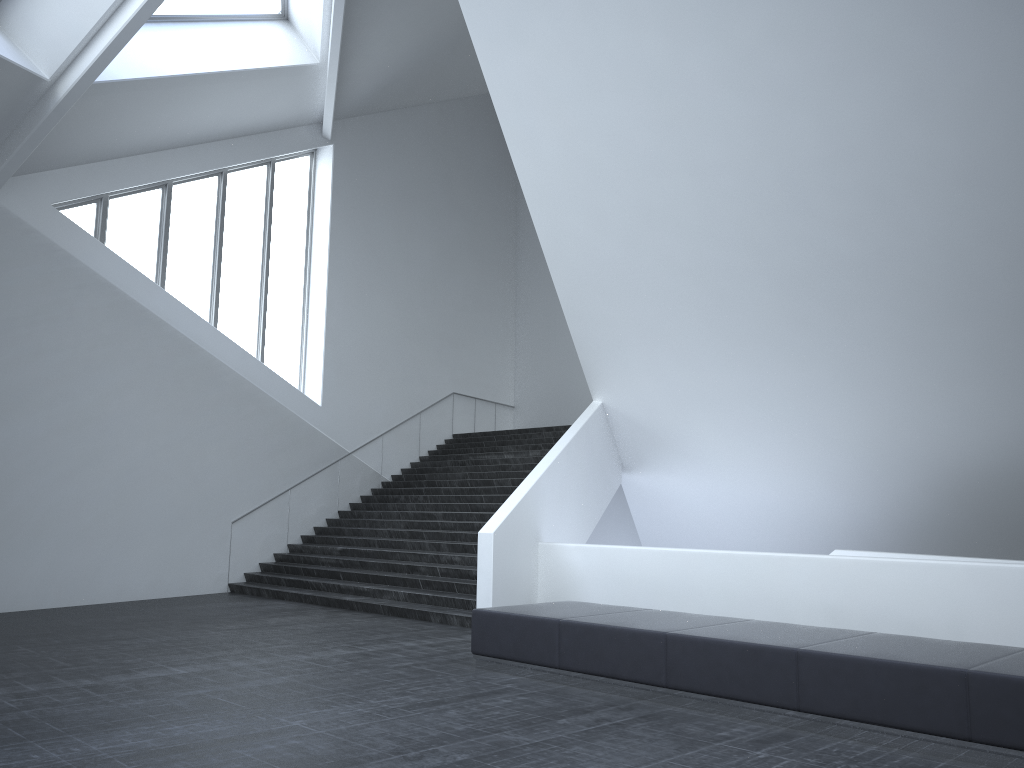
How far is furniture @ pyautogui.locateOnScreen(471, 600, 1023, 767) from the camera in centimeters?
561cm

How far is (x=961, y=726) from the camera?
5.6 meters

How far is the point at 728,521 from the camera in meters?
17.7

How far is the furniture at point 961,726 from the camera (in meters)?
5.61
